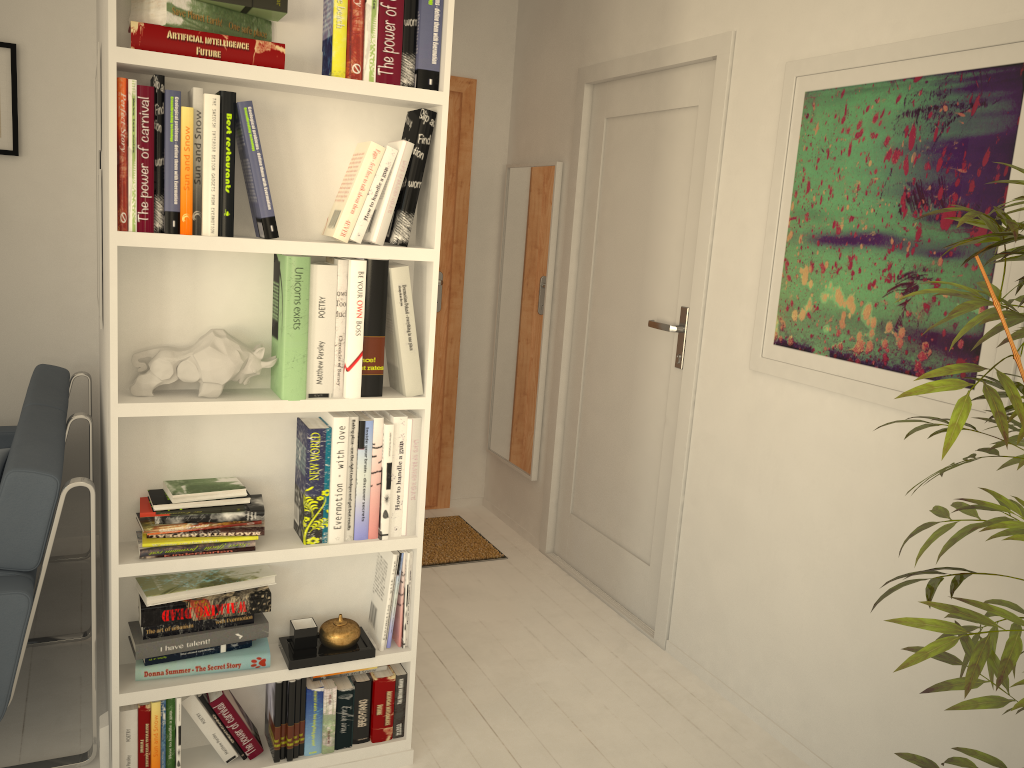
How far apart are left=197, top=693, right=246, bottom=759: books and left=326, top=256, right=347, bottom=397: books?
0.8 meters

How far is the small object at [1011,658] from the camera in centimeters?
119cm

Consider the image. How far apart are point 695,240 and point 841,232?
0.7 meters

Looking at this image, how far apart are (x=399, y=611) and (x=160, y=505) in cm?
66

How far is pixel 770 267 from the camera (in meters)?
2.55

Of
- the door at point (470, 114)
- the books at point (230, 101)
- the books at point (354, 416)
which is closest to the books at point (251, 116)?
the books at point (230, 101)

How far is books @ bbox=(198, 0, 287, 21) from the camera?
1.8 meters

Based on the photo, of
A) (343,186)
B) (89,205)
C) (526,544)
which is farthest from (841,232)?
(89,205)

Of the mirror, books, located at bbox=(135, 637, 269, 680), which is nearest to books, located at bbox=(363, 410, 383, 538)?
books, located at bbox=(135, 637, 269, 680)

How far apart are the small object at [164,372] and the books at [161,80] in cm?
25
